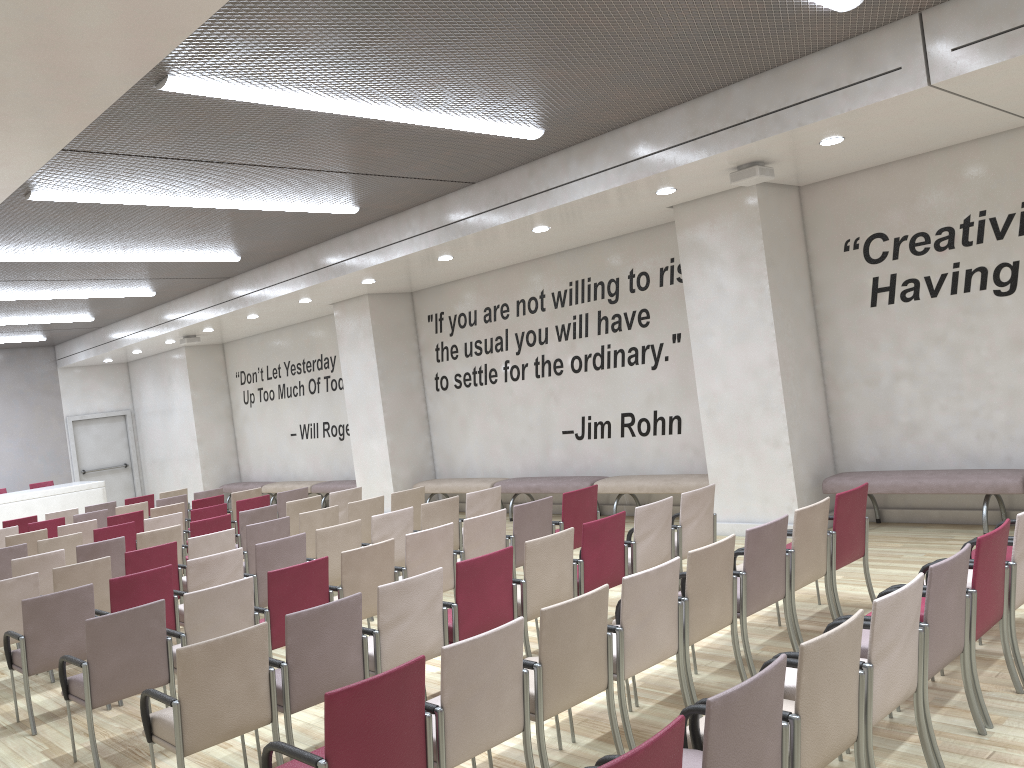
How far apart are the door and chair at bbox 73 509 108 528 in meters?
8.8

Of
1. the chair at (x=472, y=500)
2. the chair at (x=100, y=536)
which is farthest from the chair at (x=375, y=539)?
the chair at (x=100, y=536)

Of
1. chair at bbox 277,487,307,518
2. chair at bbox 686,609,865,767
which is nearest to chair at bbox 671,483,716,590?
chair at bbox 686,609,865,767

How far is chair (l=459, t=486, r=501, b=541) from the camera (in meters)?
8.44

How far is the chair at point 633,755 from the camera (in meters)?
2.29

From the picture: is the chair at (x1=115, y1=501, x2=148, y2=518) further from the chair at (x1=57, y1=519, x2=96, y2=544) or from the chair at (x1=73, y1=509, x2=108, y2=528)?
the chair at (x1=57, y1=519, x2=96, y2=544)

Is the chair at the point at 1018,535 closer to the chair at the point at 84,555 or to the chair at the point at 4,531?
the chair at the point at 84,555

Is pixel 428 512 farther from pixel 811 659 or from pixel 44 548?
pixel 811 659

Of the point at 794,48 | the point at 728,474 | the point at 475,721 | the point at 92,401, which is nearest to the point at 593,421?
the point at 728,474

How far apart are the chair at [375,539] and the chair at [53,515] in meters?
7.3 m
